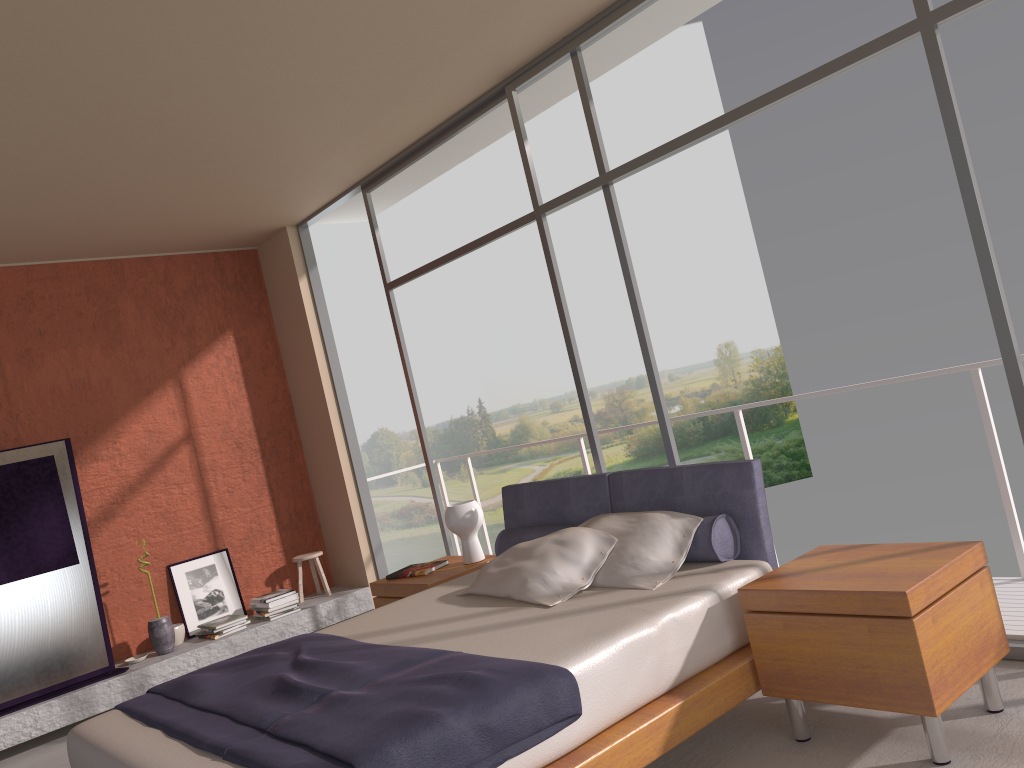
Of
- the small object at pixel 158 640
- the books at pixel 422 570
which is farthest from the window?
the small object at pixel 158 640

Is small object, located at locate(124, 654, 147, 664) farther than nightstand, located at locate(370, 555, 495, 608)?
Yes

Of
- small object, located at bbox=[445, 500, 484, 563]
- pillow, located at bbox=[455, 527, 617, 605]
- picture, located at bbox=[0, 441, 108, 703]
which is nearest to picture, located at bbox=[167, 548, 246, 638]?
picture, located at bbox=[0, 441, 108, 703]

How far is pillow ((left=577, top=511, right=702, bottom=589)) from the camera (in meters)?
3.53

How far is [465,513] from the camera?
5.0m

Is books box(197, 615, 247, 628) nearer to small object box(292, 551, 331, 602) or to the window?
small object box(292, 551, 331, 602)

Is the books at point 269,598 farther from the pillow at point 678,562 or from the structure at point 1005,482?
the pillow at point 678,562

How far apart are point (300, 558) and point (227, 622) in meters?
0.8 m

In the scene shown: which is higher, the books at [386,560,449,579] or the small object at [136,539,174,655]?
the books at [386,560,449,579]

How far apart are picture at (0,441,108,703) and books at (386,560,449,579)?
2.2m
